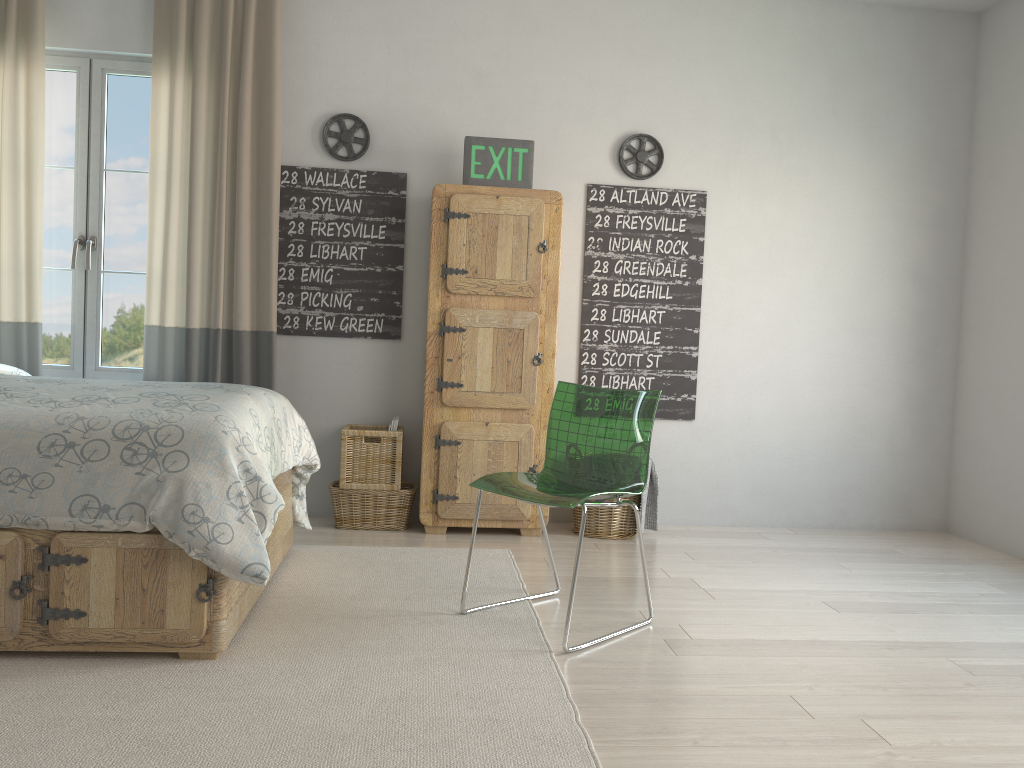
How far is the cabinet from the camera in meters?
3.9 m

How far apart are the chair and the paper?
1.2 meters

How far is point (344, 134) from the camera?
4.2 meters

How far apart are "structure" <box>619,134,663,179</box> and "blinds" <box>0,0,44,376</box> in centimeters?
267cm

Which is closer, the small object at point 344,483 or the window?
the small object at point 344,483

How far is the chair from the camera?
2.8m

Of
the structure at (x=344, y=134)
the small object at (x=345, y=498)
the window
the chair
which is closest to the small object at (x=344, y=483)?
the small object at (x=345, y=498)

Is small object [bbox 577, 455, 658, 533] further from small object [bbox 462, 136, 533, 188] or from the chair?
small object [bbox 462, 136, 533, 188]

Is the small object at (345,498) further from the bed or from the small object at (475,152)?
the small object at (475,152)

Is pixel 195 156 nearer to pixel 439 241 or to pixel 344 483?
pixel 439 241
